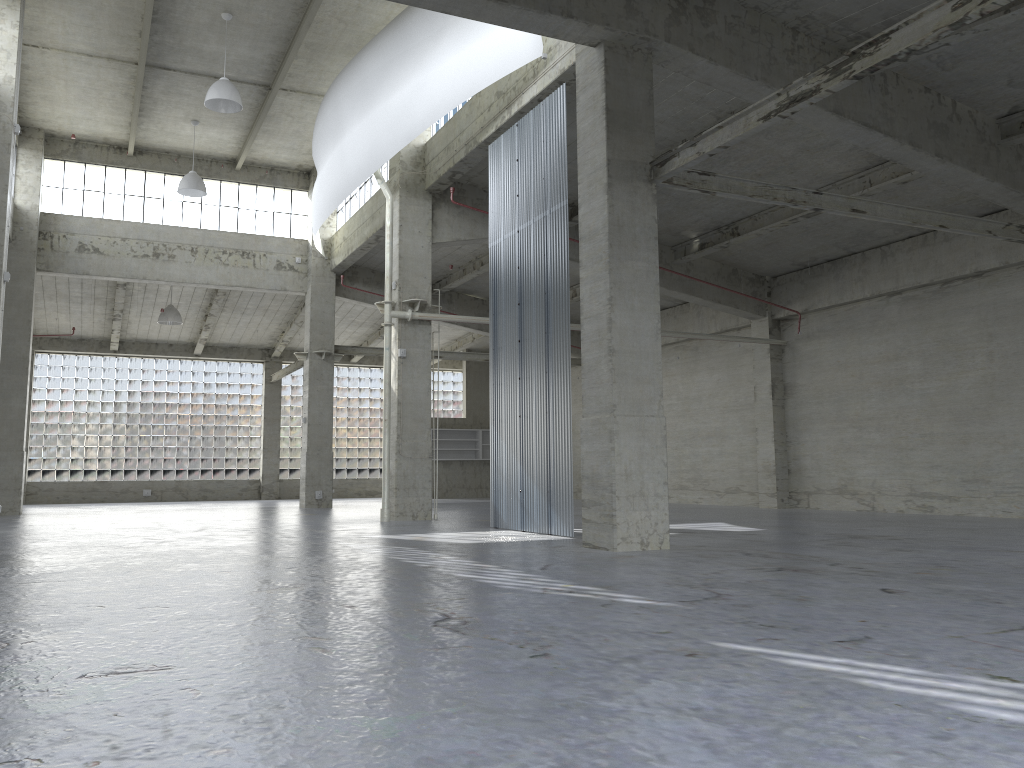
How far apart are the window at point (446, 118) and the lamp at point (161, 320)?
19.03m

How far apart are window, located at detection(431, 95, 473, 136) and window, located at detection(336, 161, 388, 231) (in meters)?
5.36

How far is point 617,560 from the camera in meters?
14.1

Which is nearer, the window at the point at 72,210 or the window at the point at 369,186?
the window at the point at 369,186

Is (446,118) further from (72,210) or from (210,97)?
(72,210)

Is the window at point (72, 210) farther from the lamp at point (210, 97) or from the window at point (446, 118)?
the window at point (446, 118)

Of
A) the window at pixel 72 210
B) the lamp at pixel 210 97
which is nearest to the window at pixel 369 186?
the window at pixel 72 210

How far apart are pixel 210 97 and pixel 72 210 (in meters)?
14.33

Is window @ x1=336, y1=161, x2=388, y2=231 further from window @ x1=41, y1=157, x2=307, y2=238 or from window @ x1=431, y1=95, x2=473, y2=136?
window @ x1=431, y1=95, x2=473, y2=136

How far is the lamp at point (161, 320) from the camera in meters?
41.3
